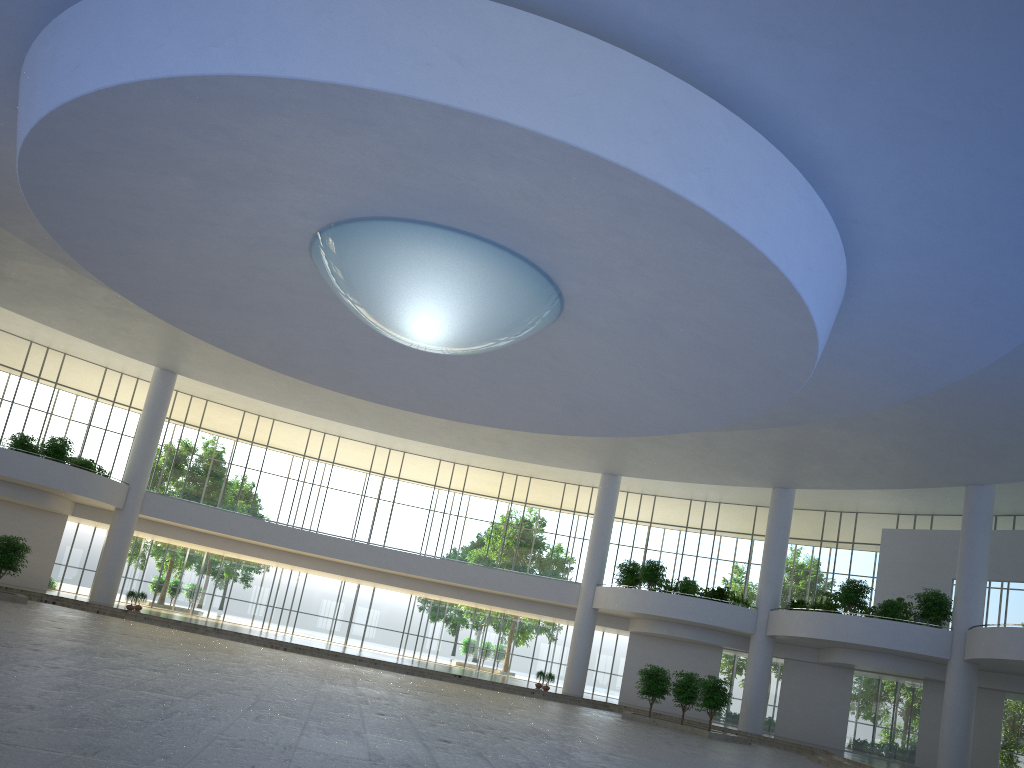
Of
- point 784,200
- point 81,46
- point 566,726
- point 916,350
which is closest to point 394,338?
point 81,46
